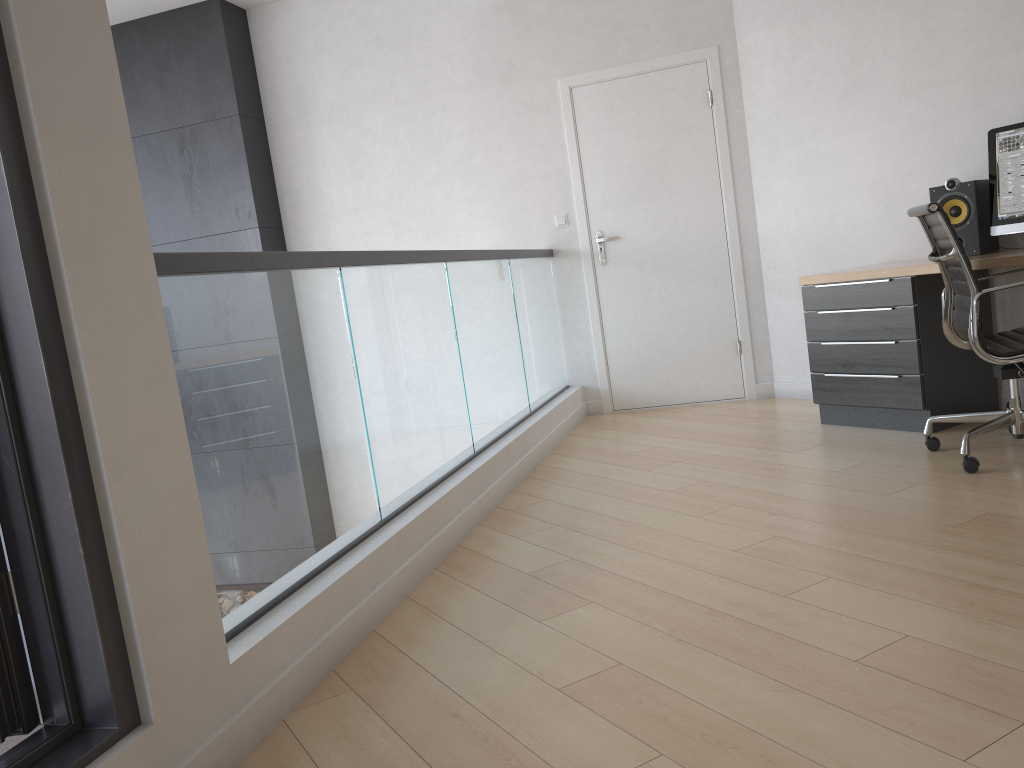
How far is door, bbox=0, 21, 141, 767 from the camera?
1.5 meters

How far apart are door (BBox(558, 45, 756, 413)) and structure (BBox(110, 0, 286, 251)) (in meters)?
2.08

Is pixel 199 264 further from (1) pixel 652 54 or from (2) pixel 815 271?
(1) pixel 652 54

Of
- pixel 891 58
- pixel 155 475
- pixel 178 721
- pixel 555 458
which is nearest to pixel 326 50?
pixel 555 458

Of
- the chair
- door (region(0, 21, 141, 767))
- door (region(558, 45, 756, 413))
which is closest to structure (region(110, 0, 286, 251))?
door (region(558, 45, 756, 413))

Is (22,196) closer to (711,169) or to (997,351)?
(997,351)

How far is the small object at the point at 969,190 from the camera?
3.89m

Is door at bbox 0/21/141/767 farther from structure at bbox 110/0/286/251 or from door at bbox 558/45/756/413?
structure at bbox 110/0/286/251

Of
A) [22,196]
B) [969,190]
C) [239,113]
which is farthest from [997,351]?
[239,113]

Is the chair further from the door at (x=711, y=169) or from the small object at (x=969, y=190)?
the door at (x=711, y=169)
